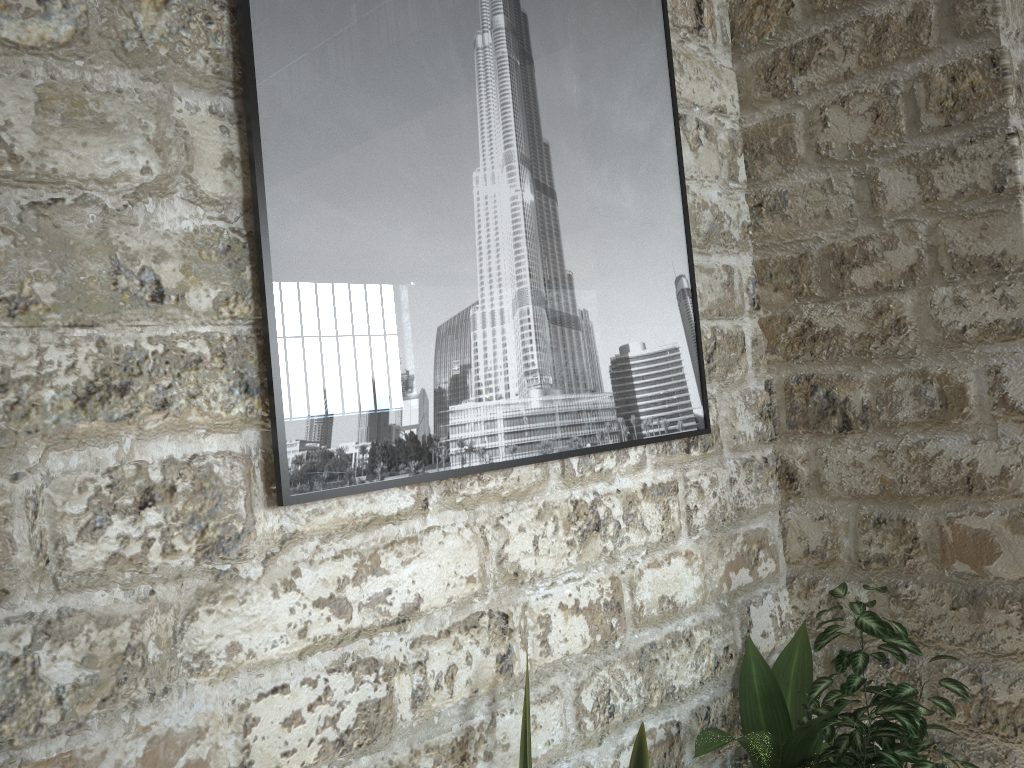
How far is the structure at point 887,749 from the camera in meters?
1.9

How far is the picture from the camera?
1.50m

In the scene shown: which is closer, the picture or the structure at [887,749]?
the picture

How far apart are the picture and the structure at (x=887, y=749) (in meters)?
0.47

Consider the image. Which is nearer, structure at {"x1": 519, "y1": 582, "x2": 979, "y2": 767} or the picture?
the picture

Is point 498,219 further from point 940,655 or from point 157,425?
point 940,655

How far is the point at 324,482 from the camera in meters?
1.5

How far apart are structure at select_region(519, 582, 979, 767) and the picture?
0.5 meters

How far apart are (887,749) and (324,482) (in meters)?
1.38

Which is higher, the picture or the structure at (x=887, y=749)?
the picture
